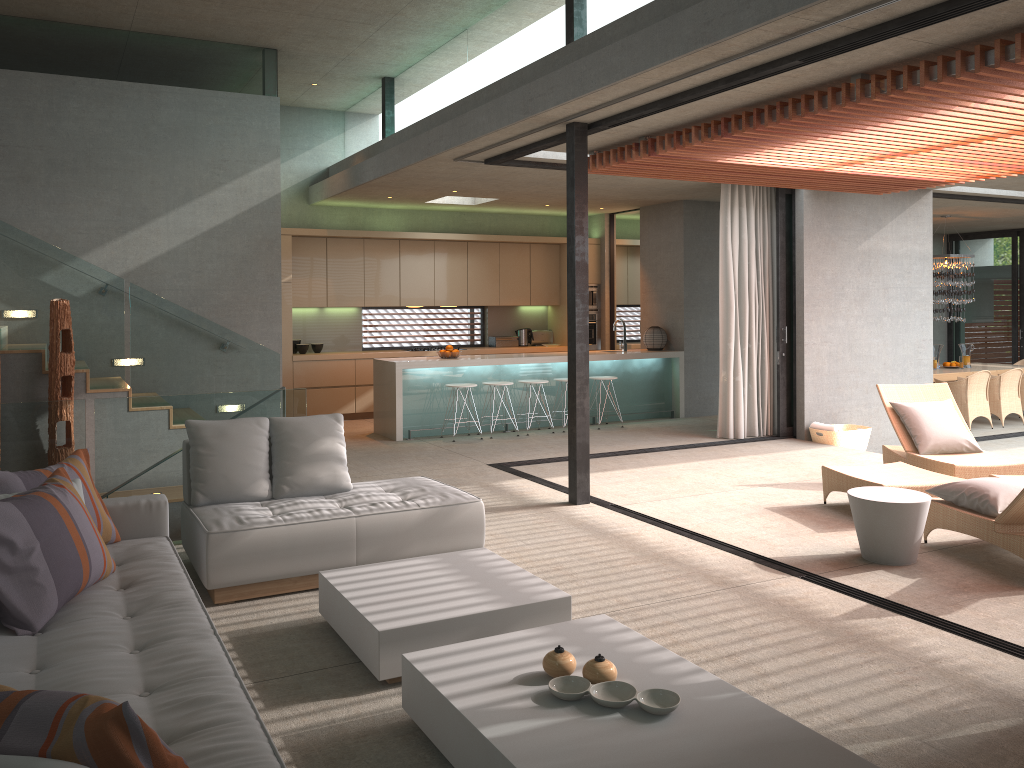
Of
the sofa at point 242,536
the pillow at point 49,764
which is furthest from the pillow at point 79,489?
the pillow at point 49,764

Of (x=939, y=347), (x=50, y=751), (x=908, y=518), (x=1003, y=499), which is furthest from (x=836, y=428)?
(x=939, y=347)

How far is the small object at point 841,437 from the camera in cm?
980

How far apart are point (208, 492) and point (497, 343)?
8.42m

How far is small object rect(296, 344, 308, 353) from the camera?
11.9 meters

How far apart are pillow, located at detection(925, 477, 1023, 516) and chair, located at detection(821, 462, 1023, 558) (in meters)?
0.04

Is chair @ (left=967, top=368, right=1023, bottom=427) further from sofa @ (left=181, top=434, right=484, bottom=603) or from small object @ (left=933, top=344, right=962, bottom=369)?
sofa @ (left=181, top=434, right=484, bottom=603)

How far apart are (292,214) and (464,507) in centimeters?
792cm

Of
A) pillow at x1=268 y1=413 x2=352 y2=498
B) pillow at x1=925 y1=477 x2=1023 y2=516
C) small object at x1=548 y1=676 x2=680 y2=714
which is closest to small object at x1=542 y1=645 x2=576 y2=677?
small object at x1=548 y1=676 x2=680 y2=714

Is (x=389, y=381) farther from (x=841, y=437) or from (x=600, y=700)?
(x=600, y=700)
